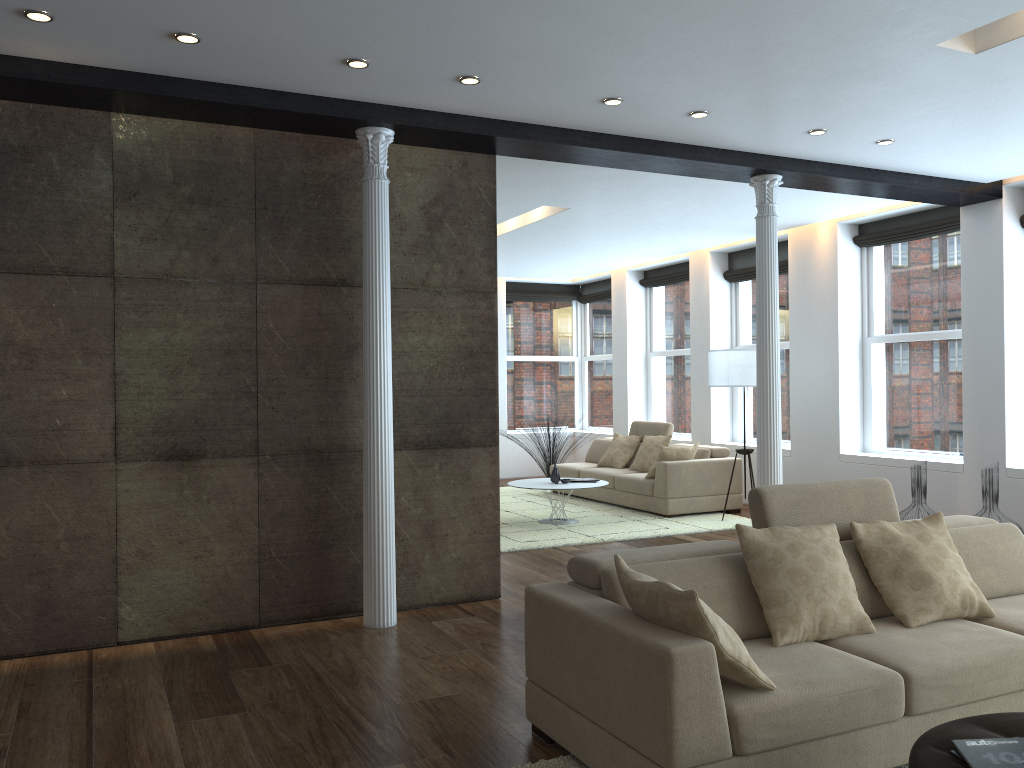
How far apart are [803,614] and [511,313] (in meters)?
10.61

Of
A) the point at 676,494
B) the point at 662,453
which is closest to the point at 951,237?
the point at 662,453

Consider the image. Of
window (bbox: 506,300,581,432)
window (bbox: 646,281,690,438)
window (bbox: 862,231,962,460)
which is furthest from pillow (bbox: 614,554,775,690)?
window (bbox: 506,300,581,432)

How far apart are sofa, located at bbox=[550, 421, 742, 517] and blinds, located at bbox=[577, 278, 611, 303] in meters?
2.7 m

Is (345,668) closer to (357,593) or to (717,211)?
(357,593)

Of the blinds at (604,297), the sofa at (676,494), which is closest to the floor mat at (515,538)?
the sofa at (676,494)

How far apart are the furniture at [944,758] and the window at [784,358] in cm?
742

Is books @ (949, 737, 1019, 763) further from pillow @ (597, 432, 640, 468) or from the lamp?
pillow @ (597, 432, 640, 468)

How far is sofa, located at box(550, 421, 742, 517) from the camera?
9.1m

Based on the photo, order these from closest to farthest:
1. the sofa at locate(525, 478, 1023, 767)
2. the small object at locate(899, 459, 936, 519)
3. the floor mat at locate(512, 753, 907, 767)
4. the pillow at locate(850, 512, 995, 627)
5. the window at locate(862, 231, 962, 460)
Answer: the sofa at locate(525, 478, 1023, 767)
the floor mat at locate(512, 753, 907, 767)
the pillow at locate(850, 512, 995, 627)
the small object at locate(899, 459, 936, 519)
the window at locate(862, 231, 962, 460)
